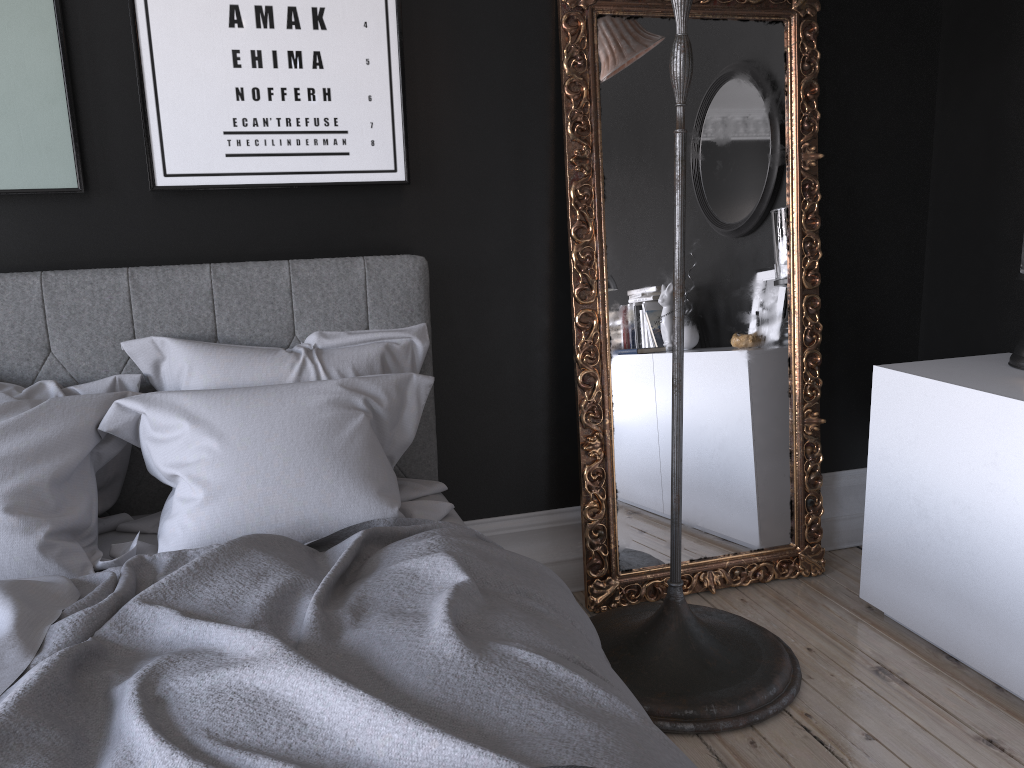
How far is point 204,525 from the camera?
2.1 meters

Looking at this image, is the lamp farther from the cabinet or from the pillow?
the pillow

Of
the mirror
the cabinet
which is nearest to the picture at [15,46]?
the mirror

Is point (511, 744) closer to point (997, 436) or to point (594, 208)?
point (997, 436)

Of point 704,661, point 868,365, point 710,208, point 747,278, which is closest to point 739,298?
point 747,278

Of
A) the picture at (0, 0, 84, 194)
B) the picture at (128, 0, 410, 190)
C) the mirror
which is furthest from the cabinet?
the picture at (0, 0, 84, 194)

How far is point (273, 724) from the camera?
1.34m

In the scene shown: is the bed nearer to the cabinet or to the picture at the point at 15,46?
the picture at the point at 15,46

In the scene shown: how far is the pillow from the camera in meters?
2.1 m

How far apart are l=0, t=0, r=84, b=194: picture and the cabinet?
2.6 meters
